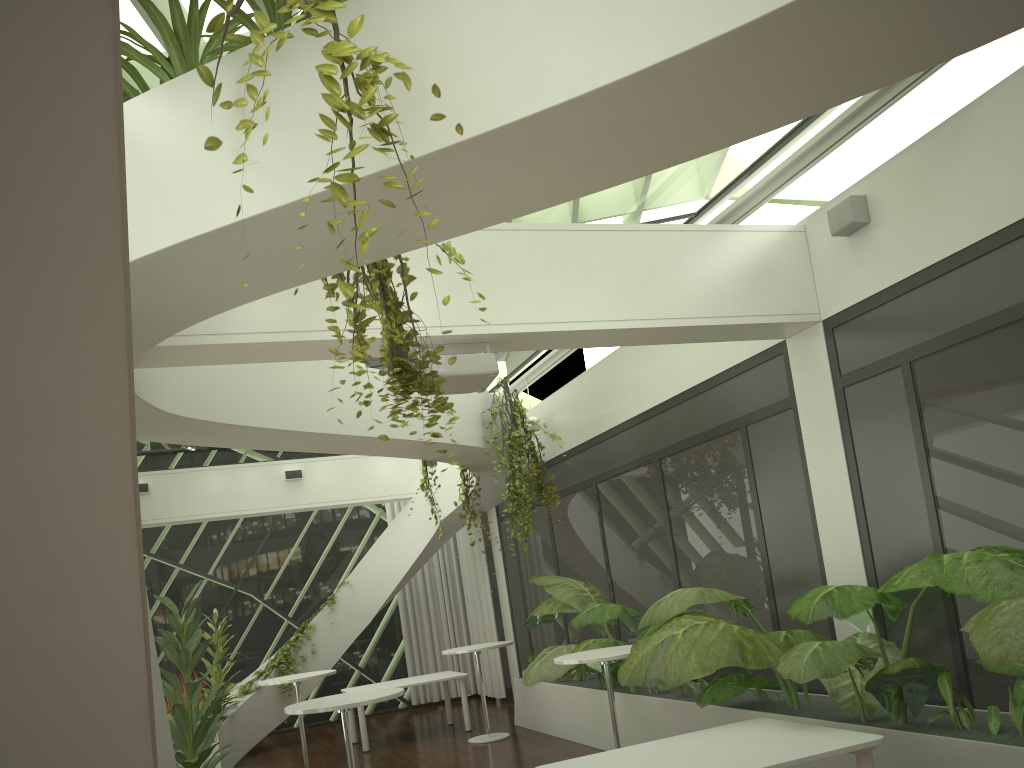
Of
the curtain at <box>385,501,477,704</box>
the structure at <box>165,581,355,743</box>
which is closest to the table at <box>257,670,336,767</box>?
the structure at <box>165,581,355,743</box>

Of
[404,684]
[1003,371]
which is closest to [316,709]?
[1003,371]

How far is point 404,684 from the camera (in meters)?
10.56

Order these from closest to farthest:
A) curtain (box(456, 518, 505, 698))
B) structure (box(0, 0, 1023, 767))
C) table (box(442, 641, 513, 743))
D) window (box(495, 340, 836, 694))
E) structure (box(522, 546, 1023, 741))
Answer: structure (box(0, 0, 1023, 767)), structure (box(522, 546, 1023, 741)), window (box(495, 340, 836, 694)), table (box(442, 641, 513, 743)), curtain (box(456, 518, 505, 698))

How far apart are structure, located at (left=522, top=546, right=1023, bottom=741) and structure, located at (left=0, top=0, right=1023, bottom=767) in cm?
11

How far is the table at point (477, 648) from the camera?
9.6 meters

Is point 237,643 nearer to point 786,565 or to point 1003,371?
point 786,565

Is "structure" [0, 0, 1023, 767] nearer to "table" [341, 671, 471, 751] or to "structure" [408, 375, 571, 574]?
"structure" [408, 375, 571, 574]

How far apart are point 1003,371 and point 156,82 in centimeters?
499cm

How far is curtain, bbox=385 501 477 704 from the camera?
13.81m
